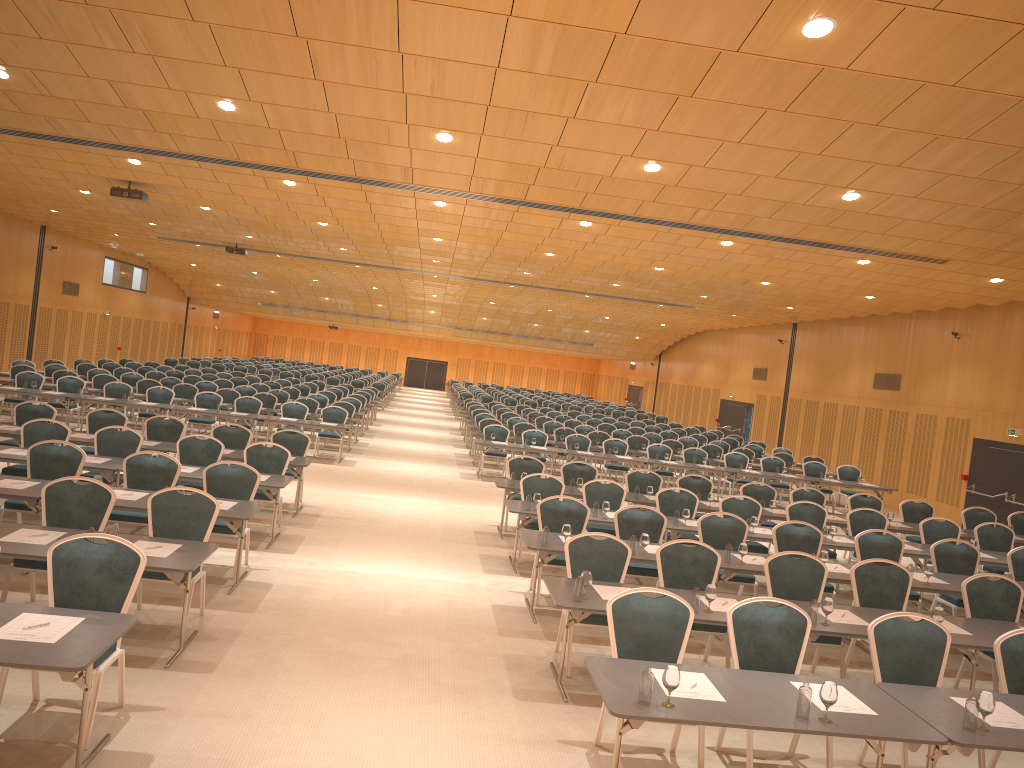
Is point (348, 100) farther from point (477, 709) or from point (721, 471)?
point (721, 471)

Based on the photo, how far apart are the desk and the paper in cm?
4

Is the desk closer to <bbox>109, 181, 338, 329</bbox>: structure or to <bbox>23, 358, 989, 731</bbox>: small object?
<bbox>23, 358, 989, 731</bbox>: small object

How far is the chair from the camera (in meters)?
6.02

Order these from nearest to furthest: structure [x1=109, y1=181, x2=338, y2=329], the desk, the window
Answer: the desk, structure [x1=109, y1=181, x2=338, y2=329], the window

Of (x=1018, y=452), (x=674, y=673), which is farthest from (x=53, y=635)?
(x=1018, y=452)

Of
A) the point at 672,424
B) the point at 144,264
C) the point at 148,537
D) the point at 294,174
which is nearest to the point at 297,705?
the point at 148,537

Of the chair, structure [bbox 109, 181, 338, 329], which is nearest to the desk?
the chair

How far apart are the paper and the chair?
0.3m

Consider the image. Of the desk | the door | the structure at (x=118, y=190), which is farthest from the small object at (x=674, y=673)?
the structure at (x=118, y=190)
